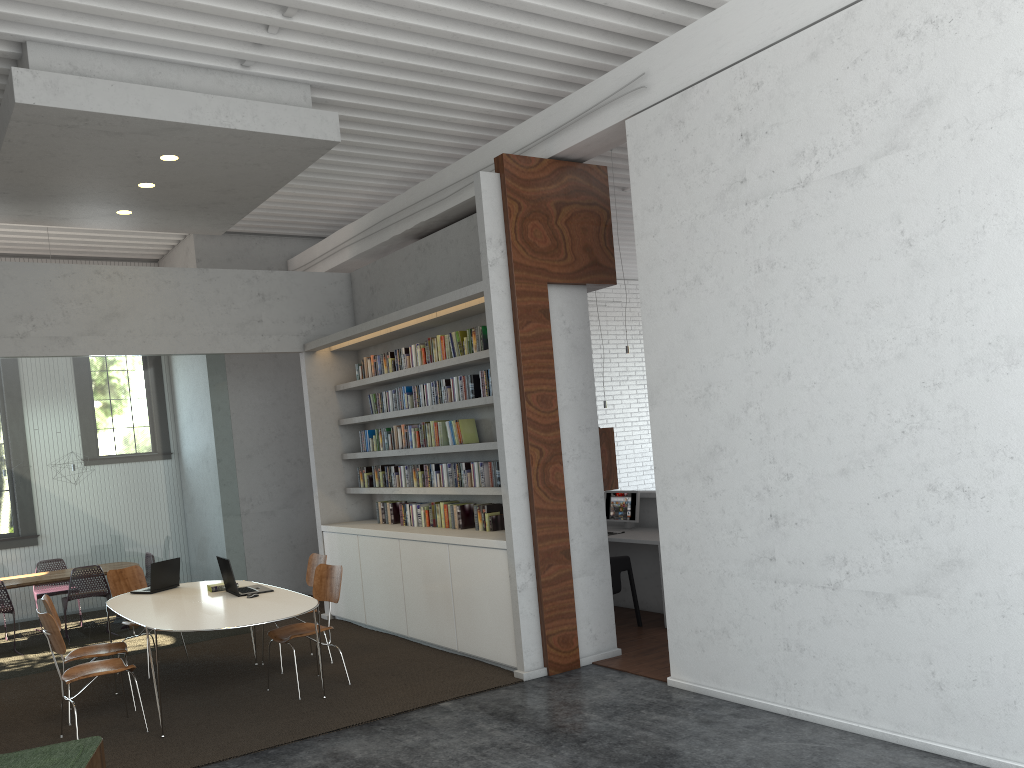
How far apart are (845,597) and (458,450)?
3.5 meters
